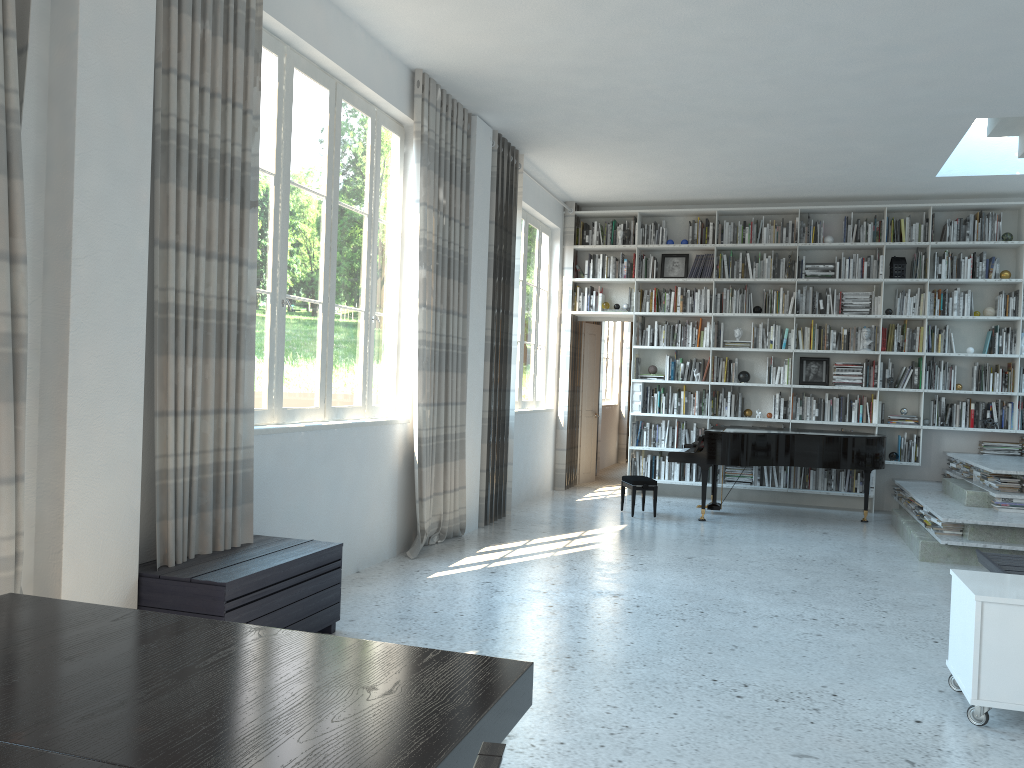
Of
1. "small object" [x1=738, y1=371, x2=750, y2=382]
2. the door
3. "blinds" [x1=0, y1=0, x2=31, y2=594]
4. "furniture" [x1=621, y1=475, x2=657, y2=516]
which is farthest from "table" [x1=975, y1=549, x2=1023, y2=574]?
the door

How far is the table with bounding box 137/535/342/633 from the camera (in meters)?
3.31

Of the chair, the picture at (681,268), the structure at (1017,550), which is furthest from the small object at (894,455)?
the chair

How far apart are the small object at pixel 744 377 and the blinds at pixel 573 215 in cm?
187

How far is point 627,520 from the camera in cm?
788

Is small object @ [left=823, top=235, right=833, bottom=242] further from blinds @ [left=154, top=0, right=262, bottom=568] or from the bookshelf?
blinds @ [left=154, top=0, right=262, bottom=568]

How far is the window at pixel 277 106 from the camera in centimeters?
456cm

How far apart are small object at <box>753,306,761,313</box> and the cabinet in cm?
614

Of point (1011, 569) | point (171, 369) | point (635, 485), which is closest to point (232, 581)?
point (171, 369)

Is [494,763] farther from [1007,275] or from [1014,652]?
[1007,275]
